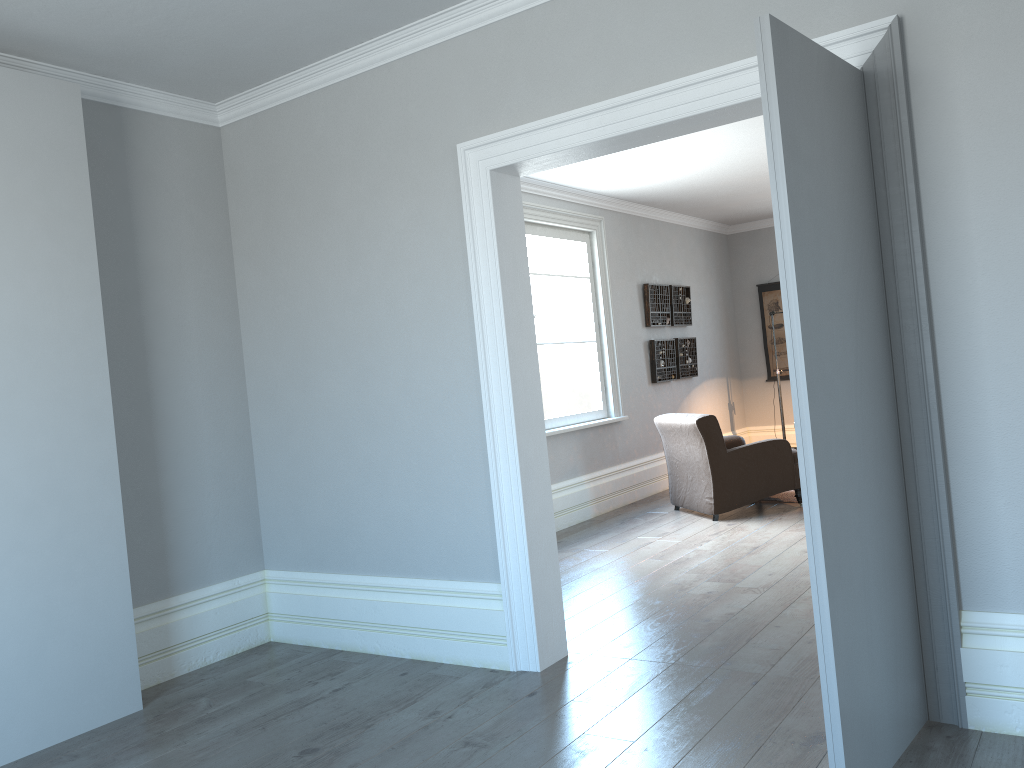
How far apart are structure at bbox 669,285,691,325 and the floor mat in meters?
2.3

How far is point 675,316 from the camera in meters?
9.0

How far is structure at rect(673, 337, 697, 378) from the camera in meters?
9.0 m

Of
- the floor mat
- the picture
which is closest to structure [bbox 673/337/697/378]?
the picture

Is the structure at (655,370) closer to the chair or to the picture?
the chair

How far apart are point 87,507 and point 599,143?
2.5 meters

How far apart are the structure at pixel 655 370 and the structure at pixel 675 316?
0.25m

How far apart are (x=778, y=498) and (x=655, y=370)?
1.85m

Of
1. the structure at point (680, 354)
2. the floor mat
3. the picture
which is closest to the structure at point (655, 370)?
the structure at point (680, 354)

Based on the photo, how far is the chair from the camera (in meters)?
6.58
